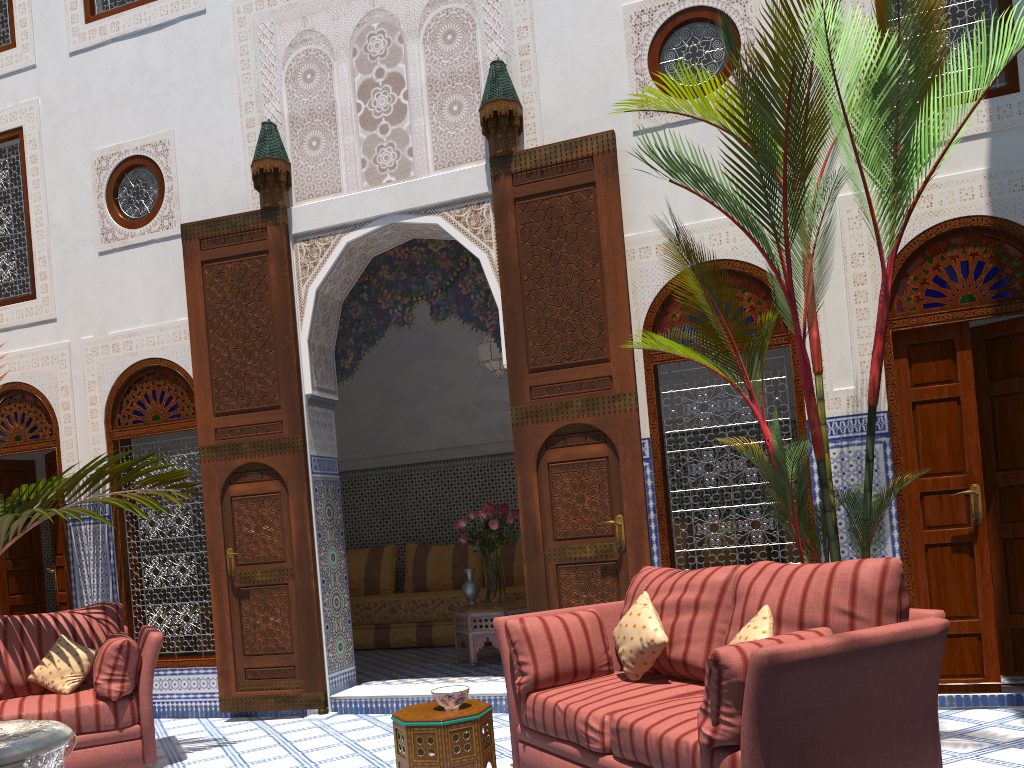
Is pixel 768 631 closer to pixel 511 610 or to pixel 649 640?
pixel 649 640

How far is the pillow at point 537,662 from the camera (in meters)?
2.75

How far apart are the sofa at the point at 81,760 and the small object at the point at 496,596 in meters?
1.8

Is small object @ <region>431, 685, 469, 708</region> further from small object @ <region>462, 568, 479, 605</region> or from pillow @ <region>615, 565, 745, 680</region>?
small object @ <region>462, 568, 479, 605</region>

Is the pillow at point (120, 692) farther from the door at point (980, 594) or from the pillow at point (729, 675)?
the door at point (980, 594)

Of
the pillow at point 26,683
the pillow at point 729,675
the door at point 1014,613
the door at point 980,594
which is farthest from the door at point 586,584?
the pillow at point 26,683

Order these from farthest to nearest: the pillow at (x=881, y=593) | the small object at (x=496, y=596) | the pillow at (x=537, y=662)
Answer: the small object at (x=496, y=596) < the pillow at (x=537, y=662) < the pillow at (x=881, y=593)

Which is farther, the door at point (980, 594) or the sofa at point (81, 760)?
the door at point (980, 594)

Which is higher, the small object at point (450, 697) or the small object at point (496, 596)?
the small object at point (496, 596)

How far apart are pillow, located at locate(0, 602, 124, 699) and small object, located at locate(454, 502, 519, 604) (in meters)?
1.82
